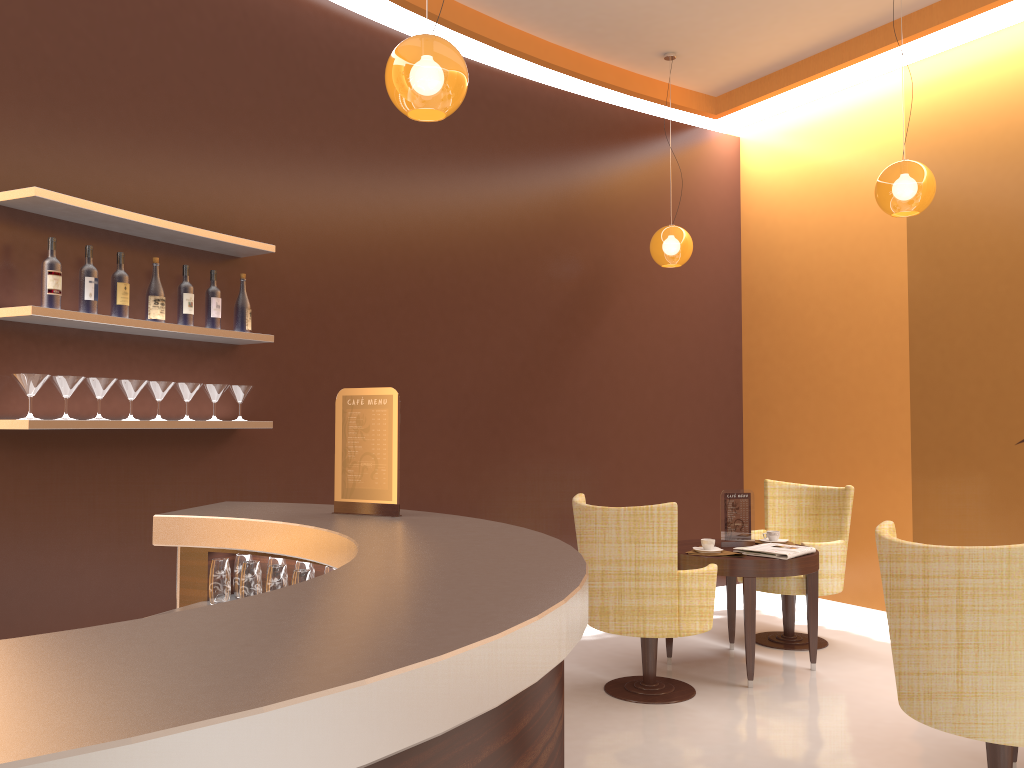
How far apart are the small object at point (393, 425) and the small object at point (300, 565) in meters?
0.2 m

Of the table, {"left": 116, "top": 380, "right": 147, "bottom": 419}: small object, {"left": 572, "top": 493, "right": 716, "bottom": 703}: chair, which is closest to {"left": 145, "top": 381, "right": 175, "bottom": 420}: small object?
{"left": 116, "top": 380, "right": 147, "bottom": 419}: small object

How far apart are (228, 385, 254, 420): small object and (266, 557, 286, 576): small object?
1.7m

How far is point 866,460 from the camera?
6.3m

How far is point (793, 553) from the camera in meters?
4.8 m

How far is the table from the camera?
4.70m

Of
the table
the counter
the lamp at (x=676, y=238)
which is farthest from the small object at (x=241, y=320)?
the lamp at (x=676, y=238)

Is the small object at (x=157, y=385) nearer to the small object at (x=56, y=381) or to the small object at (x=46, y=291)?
the small object at (x=56, y=381)

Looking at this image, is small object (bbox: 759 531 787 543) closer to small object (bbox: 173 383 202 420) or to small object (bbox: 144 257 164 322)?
small object (bbox: 173 383 202 420)

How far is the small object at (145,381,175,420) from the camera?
3.9m
